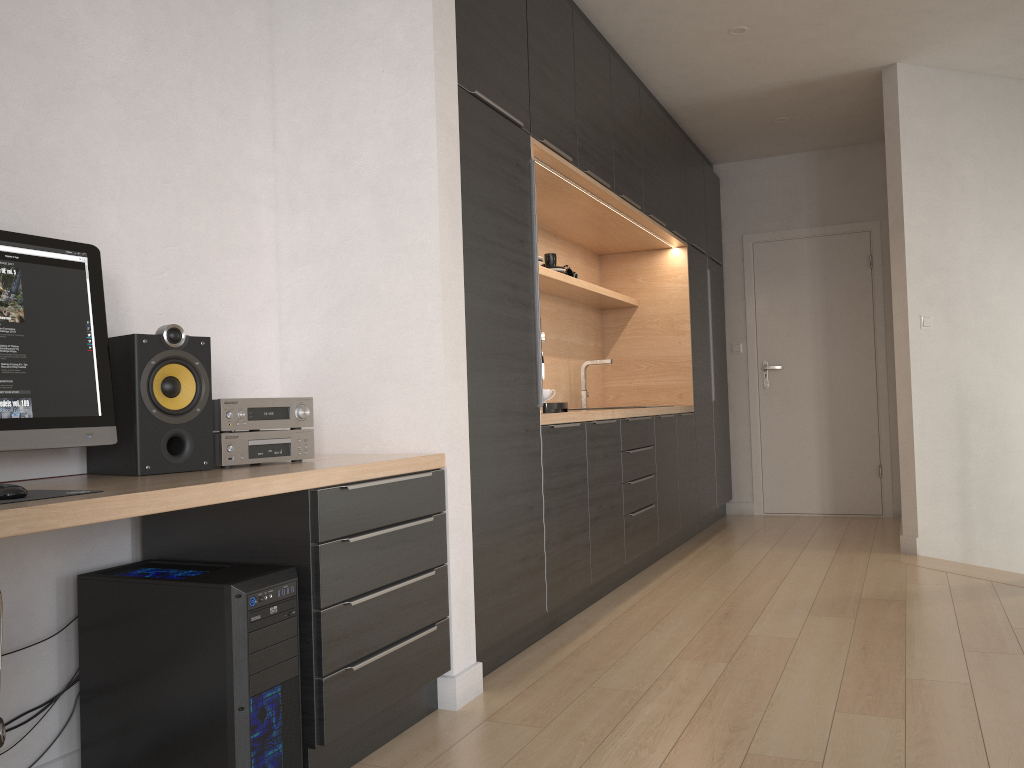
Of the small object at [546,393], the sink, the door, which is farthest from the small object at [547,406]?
the door

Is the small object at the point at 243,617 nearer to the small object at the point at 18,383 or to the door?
the small object at the point at 18,383

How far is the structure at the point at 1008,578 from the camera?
4.1m

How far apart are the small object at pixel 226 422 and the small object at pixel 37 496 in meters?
0.6

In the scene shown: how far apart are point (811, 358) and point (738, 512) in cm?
128

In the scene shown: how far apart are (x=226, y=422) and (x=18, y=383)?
0.5m

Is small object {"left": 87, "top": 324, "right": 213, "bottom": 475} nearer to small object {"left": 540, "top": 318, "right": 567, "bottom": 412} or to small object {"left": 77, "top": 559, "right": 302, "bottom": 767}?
small object {"left": 77, "top": 559, "right": 302, "bottom": 767}

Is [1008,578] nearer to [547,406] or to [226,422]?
[547,406]

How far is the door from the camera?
6.39m

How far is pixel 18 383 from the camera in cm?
183
